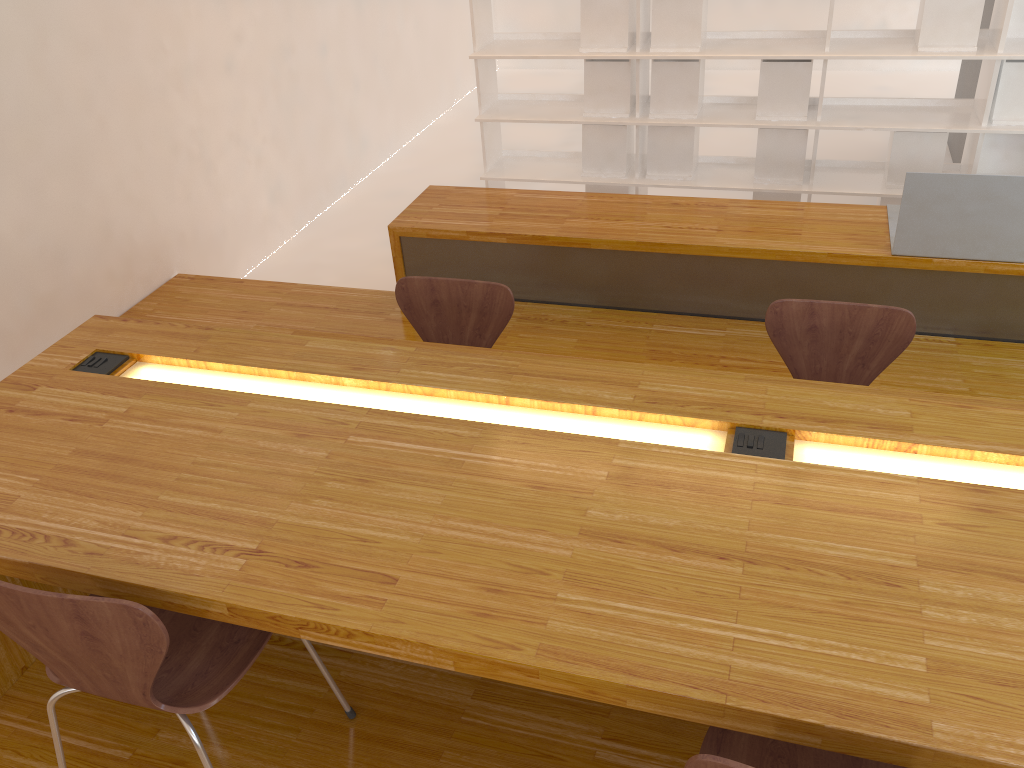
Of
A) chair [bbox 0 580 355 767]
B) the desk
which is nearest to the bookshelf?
the desk

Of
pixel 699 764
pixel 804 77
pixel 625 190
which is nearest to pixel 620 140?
pixel 625 190

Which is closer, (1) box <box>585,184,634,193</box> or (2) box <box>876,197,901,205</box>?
(2) box <box>876,197,901,205</box>

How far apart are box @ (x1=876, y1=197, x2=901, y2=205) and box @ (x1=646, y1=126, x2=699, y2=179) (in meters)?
0.97

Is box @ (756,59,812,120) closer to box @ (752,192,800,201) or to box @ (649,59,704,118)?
box @ (649,59,704,118)

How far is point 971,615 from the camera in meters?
1.2

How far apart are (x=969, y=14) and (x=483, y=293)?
2.9 meters

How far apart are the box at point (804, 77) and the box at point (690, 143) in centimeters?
34cm

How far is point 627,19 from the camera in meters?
4.4

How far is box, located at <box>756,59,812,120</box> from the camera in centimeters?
433cm
